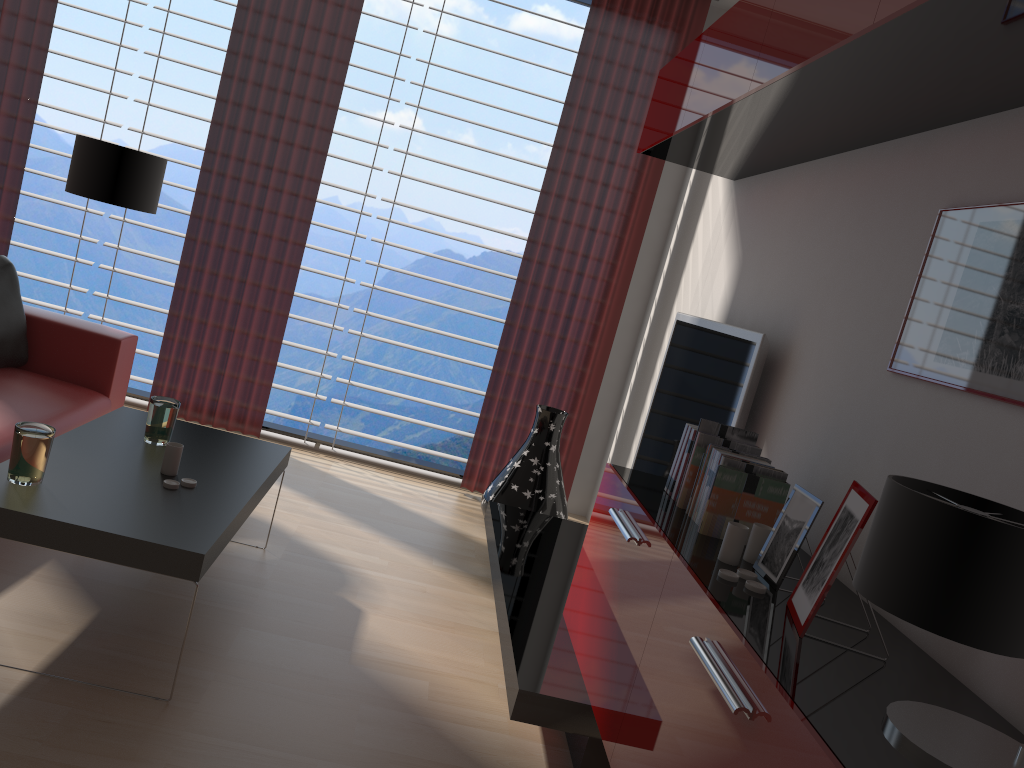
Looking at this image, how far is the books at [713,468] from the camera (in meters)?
3.38

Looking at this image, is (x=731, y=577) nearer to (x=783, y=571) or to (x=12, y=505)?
(x=783, y=571)

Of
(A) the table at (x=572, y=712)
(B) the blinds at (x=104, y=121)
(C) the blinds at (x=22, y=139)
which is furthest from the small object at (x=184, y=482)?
(B) the blinds at (x=104, y=121)

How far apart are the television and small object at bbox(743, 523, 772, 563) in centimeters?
124cm

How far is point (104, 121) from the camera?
6.7 meters

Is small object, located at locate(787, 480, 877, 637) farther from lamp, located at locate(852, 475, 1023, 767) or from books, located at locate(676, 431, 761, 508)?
books, located at locate(676, 431, 761, 508)

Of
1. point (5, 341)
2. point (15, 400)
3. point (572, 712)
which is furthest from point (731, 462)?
point (5, 341)

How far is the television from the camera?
4.32m

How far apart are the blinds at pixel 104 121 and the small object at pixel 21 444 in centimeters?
382cm

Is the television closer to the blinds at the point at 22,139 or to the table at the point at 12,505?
the blinds at the point at 22,139
